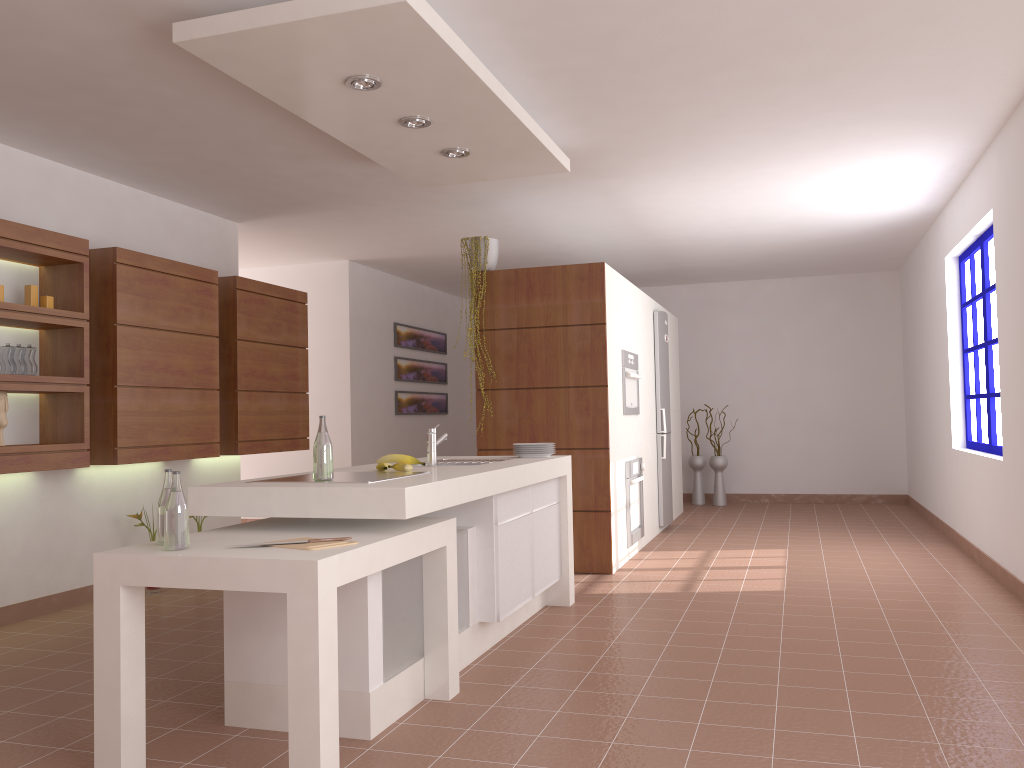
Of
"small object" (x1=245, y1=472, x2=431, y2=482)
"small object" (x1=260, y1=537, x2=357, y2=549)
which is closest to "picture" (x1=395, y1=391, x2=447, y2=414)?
"small object" (x1=245, y1=472, x2=431, y2=482)

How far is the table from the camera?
2.4 meters

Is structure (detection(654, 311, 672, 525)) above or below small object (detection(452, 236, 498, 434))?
below

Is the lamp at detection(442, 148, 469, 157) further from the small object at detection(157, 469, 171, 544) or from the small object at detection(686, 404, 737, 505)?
the small object at detection(686, 404, 737, 505)

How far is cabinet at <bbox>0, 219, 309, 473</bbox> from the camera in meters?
4.5 m

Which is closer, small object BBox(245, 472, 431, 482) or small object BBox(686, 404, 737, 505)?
small object BBox(245, 472, 431, 482)

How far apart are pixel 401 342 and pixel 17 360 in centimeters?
502cm

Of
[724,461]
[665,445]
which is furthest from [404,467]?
[724,461]

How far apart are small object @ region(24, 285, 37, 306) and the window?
5.5m

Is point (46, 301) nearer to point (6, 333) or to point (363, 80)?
point (6, 333)
